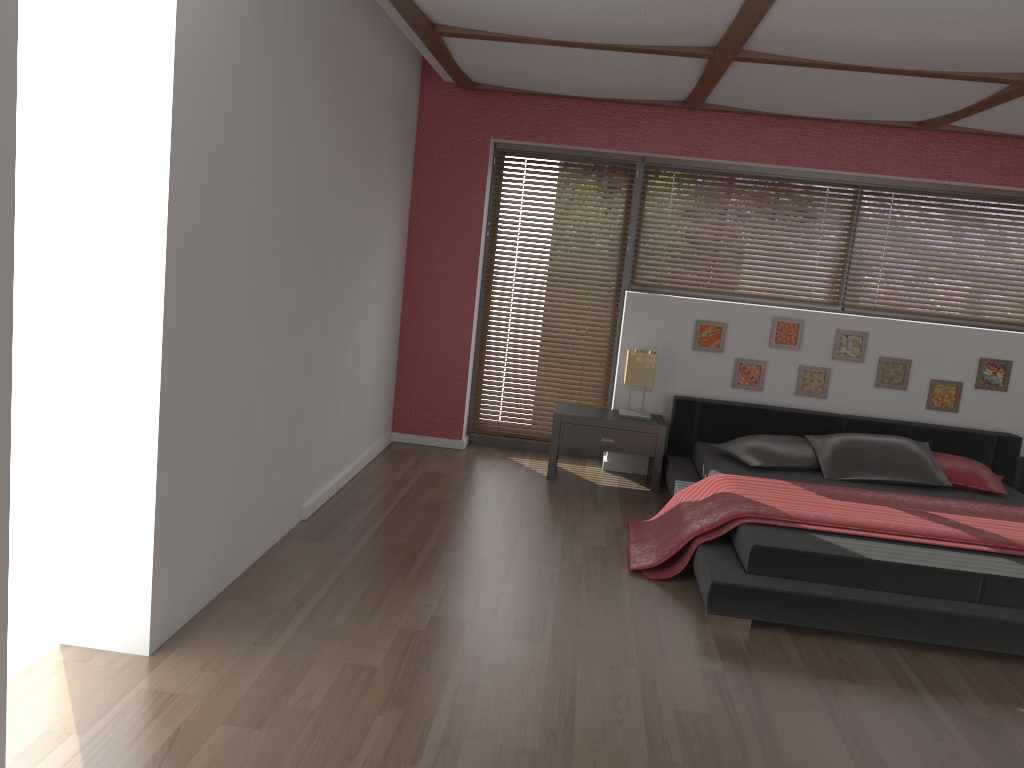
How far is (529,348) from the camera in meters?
6.2 m

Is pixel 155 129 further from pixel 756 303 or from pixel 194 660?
pixel 756 303

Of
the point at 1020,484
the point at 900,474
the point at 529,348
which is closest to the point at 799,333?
the point at 900,474

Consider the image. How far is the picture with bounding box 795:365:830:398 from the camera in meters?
5.7

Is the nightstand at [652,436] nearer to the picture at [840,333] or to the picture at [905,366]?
the picture at [840,333]

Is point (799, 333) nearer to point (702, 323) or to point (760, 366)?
point (760, 366)

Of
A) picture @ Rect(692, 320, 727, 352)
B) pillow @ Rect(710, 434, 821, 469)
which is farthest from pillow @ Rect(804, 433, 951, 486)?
picture @ Rect(692, 320, 727, 352)

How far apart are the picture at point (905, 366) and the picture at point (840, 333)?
0.1m

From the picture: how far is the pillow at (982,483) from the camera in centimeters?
499cm

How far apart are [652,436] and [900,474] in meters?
1.4
